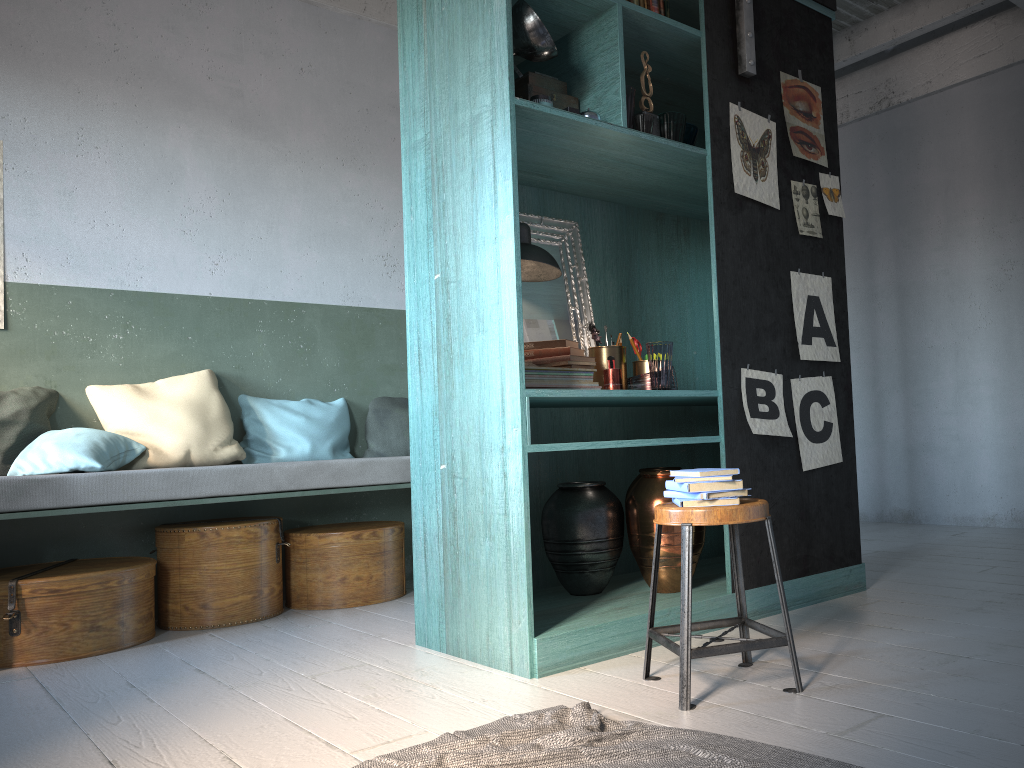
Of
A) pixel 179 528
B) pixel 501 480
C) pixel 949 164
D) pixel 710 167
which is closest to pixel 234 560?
pixel 179 528

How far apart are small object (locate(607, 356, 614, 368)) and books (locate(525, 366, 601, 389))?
0.2m

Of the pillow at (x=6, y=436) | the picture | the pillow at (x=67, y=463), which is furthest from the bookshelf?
the pillow at (x=6, y=436)

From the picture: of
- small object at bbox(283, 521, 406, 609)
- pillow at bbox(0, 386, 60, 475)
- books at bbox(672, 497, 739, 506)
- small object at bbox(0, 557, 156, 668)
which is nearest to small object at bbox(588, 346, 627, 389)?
books at bbox(672, 497, 739, 506)

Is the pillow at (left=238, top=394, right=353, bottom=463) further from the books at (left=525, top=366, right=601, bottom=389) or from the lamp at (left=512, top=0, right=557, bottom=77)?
the lamp at (left=512, top=0, right=557, bottom=77)

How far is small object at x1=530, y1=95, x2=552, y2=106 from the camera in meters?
3.7 m

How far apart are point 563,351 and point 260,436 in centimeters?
237cm

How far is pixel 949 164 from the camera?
7.2m

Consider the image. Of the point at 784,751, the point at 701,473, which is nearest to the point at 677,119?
the point at 701,473

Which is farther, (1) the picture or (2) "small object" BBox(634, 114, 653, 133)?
(1) the picture
